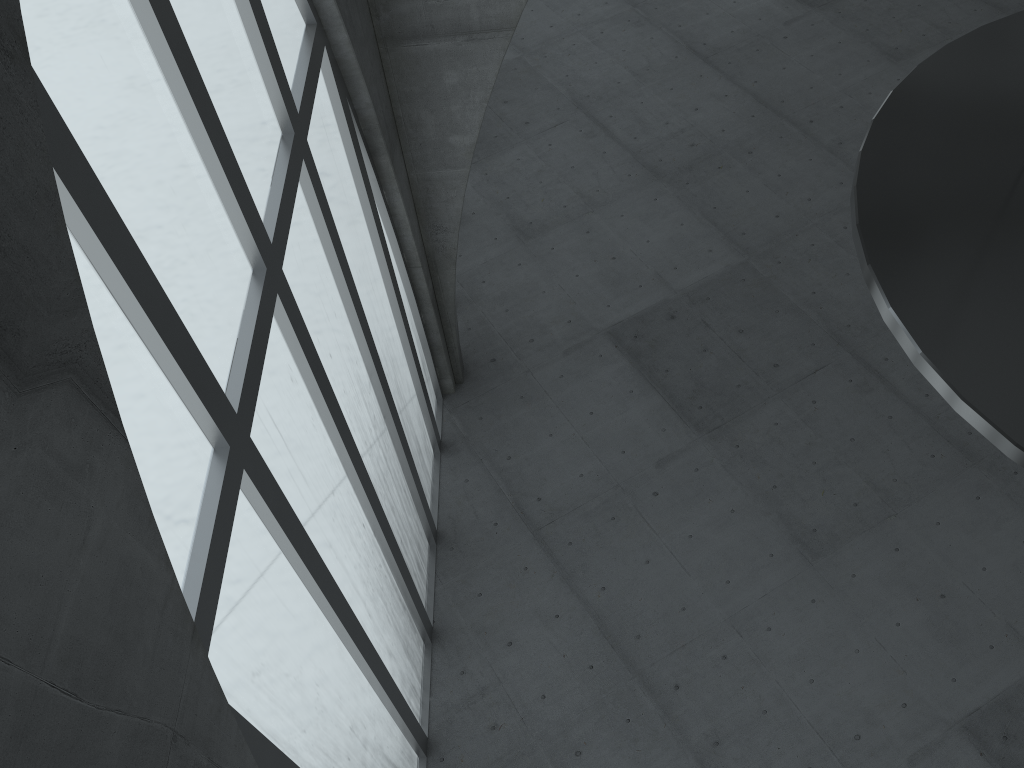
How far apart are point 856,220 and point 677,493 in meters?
16.4 m
